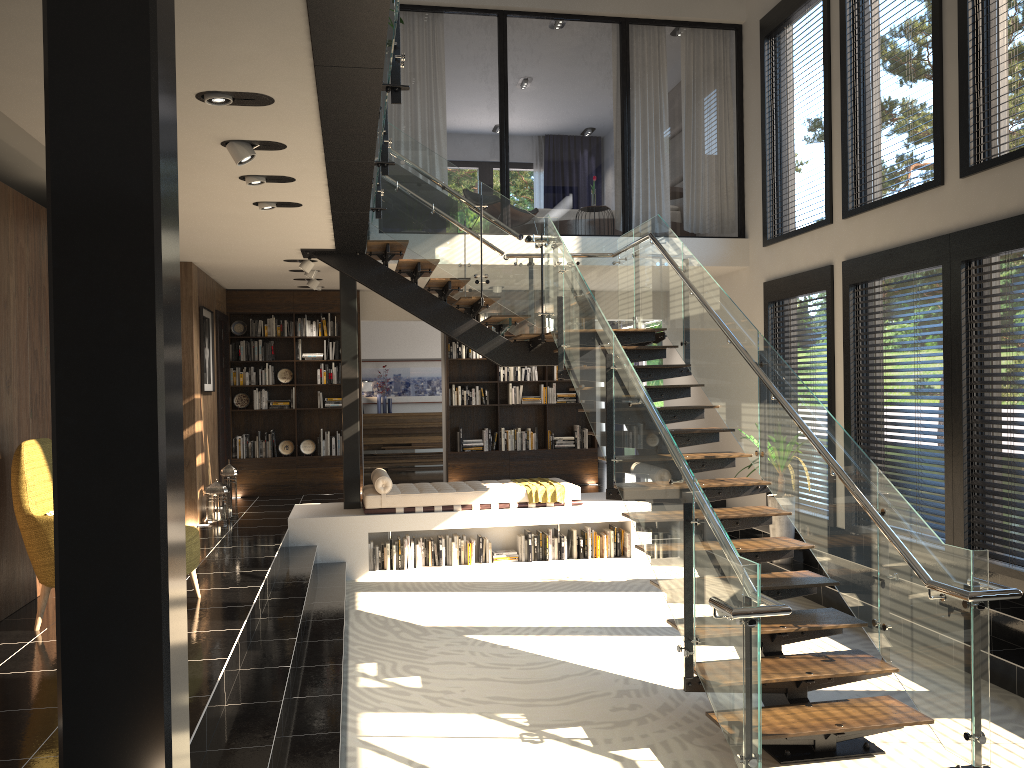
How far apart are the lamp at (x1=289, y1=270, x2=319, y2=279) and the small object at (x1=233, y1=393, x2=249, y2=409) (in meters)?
2.60

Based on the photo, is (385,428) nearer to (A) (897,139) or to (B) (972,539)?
(A) (897,139)

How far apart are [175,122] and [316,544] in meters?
7.6 m

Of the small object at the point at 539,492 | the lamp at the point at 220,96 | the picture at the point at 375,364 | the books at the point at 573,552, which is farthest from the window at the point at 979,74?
the picture at the point at 375,364

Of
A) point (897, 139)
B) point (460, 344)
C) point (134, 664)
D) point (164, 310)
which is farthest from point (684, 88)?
point (134, 664)

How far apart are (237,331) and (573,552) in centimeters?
534cm

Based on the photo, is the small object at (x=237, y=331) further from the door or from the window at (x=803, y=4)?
the window at (x=803, y=4)

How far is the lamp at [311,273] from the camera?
9.80m

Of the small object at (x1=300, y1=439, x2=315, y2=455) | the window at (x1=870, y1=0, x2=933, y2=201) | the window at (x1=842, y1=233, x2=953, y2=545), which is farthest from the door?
the window at (x1=870, y1=0, x2=933, y2=201)

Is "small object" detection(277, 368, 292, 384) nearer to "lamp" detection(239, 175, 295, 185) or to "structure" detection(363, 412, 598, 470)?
"structure" detection(363, 412, 598, 470)
